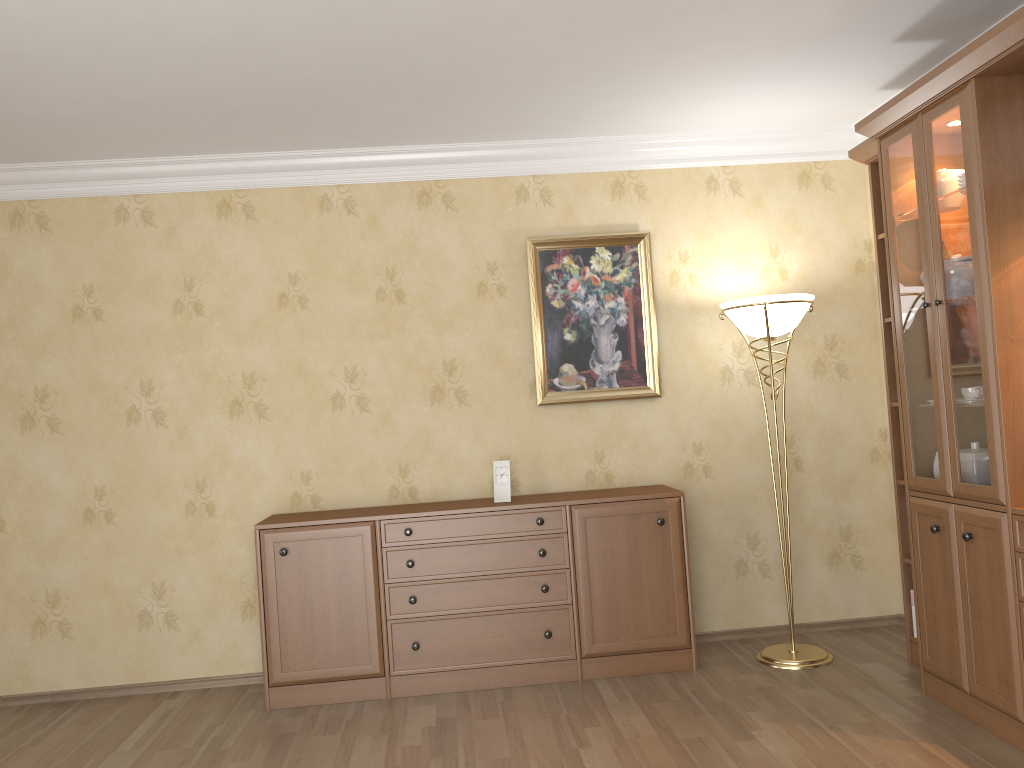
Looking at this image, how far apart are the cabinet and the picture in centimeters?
49cm

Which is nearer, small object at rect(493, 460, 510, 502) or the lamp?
the lamp

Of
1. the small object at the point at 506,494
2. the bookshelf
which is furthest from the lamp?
the small object at the point at 506,494

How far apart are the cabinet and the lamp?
0.3m

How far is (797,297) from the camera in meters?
4.0

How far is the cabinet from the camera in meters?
4.0 m

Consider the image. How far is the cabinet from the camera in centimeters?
396cm

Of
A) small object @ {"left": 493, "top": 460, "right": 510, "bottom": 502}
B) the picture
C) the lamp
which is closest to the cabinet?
small object @ {"left": 493, "top": 460, "right": 510, "bottom": 502}

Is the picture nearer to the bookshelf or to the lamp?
the lamp

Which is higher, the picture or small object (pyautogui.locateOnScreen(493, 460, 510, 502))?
the picture
